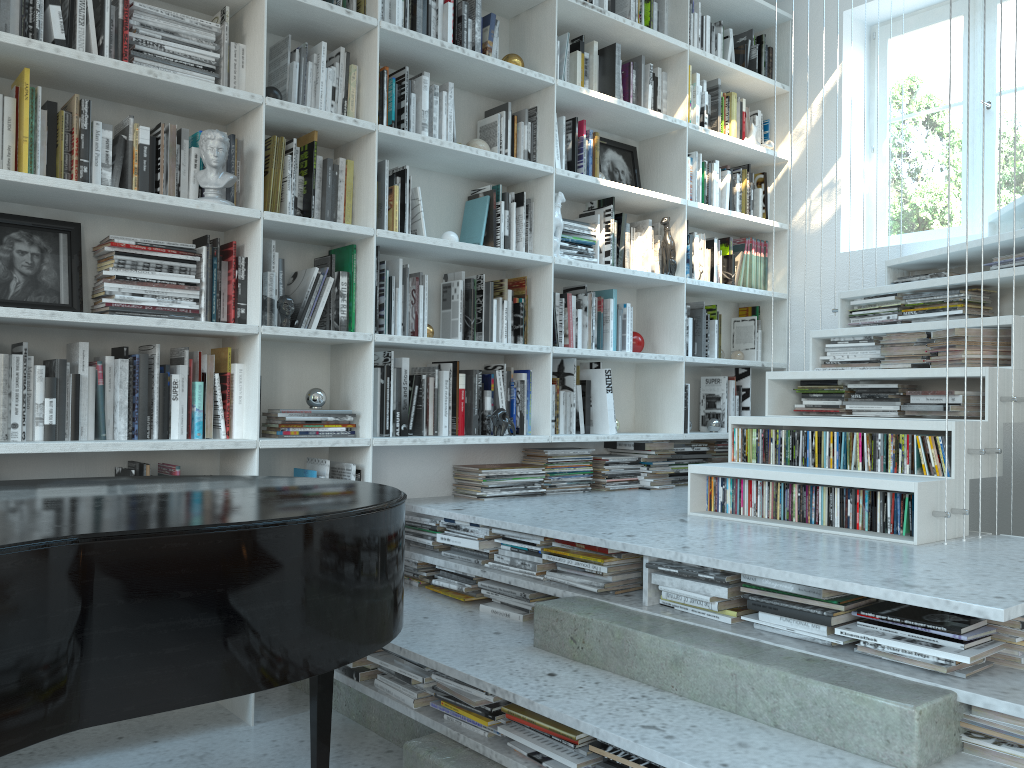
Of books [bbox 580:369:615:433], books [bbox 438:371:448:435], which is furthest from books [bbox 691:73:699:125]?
books [bbox 438:371:448:435]

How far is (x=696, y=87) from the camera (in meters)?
4.27

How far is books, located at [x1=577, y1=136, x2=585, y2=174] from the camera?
3.9m

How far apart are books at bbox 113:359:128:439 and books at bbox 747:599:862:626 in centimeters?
187cm

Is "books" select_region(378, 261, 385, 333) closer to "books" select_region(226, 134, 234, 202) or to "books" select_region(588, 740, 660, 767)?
"books" select_region(226, 134, 234, 202)

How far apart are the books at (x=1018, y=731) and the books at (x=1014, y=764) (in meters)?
0.05

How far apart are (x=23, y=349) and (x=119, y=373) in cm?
26

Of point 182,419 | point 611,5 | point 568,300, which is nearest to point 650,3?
point 611,5

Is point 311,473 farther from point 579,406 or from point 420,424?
point 579,406

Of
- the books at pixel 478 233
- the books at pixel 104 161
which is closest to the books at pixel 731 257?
the books at pixel 478 233
